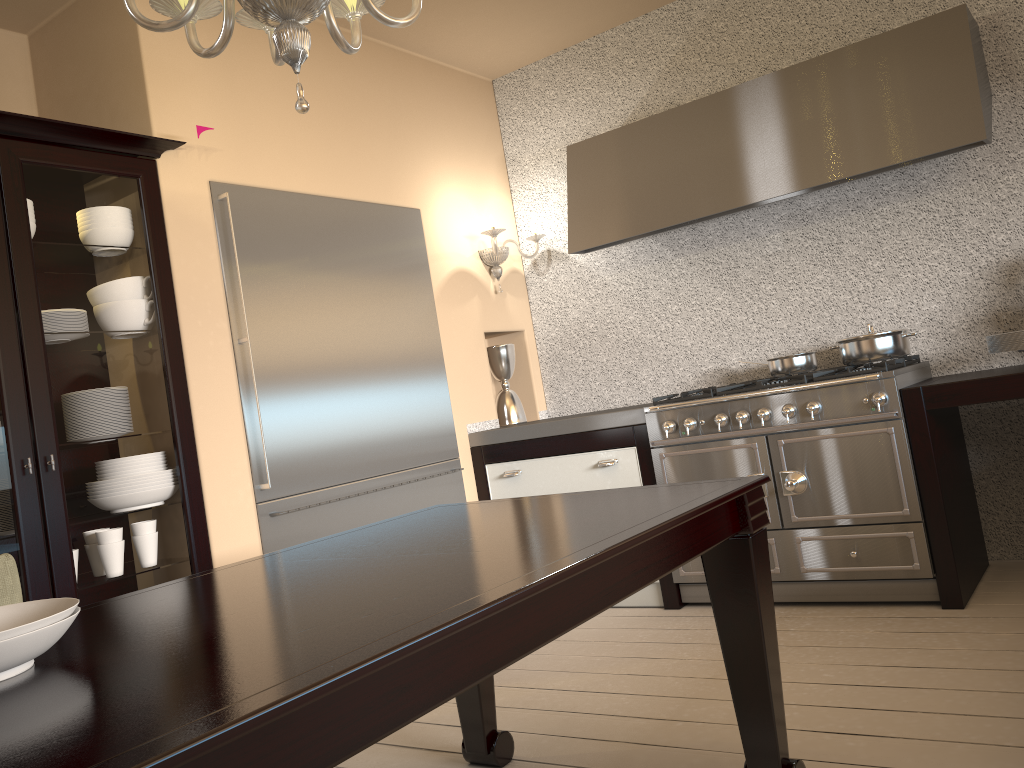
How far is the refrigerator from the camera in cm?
309

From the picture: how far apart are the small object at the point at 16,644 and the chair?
0.73m

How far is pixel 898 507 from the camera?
2.94m

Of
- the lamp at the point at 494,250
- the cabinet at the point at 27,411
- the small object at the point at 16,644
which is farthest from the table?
the lamp at the point at 494,250

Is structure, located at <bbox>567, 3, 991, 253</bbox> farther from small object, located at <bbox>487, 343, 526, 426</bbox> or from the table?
the table

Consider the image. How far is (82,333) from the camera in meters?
2.6

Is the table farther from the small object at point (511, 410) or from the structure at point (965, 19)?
the small object at point (511, 410)

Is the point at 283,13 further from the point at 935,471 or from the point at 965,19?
the point at 965,19

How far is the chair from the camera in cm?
187

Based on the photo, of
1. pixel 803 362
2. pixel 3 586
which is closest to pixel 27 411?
pixel 3 586
